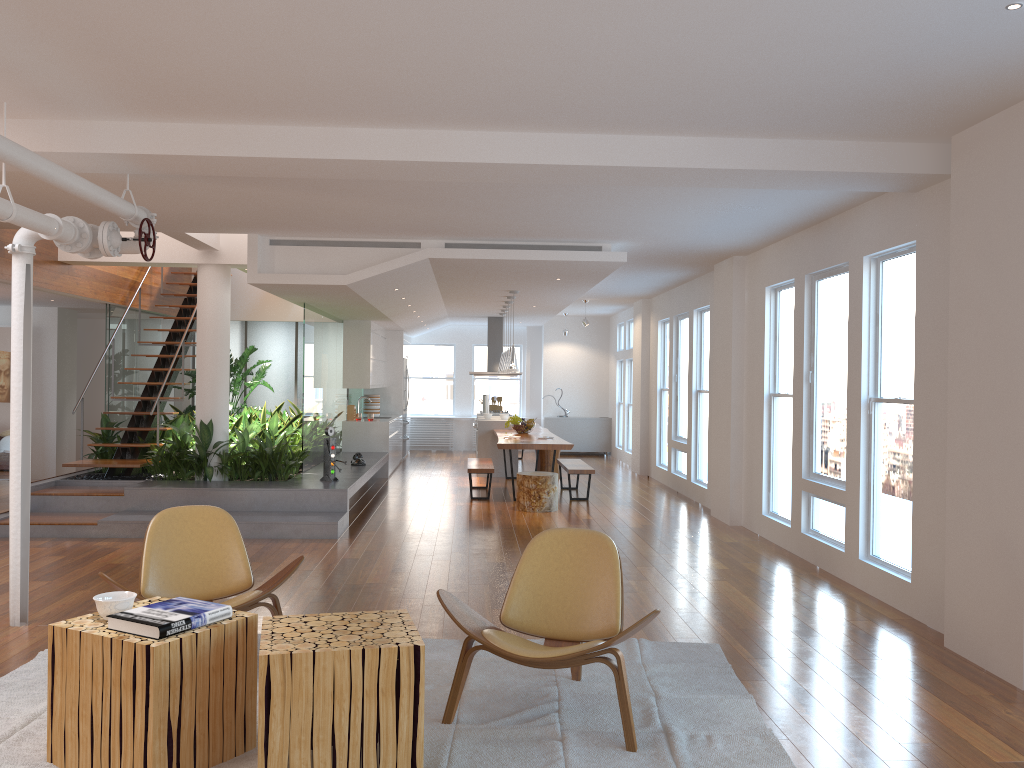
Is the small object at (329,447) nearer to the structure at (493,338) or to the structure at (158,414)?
the structure at (158,414)

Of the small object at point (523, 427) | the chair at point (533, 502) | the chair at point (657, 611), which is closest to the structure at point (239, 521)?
the chair at point (533, 502)

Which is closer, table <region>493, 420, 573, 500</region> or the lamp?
table <region>493, 420, 573, 500</region>

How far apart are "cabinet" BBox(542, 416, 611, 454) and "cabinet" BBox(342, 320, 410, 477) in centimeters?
293cm

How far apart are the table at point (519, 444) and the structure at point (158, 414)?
3.7 meters

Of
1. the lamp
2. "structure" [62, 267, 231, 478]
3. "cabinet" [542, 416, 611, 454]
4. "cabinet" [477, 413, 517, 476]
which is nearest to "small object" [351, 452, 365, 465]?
the lamp

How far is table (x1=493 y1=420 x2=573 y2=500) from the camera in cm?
1018

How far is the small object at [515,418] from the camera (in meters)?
12.02

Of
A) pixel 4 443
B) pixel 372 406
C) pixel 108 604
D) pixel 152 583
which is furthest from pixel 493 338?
pixel 108 604

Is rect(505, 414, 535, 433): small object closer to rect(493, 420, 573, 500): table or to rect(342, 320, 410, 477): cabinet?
rect(493, 420, 573, 500): table
